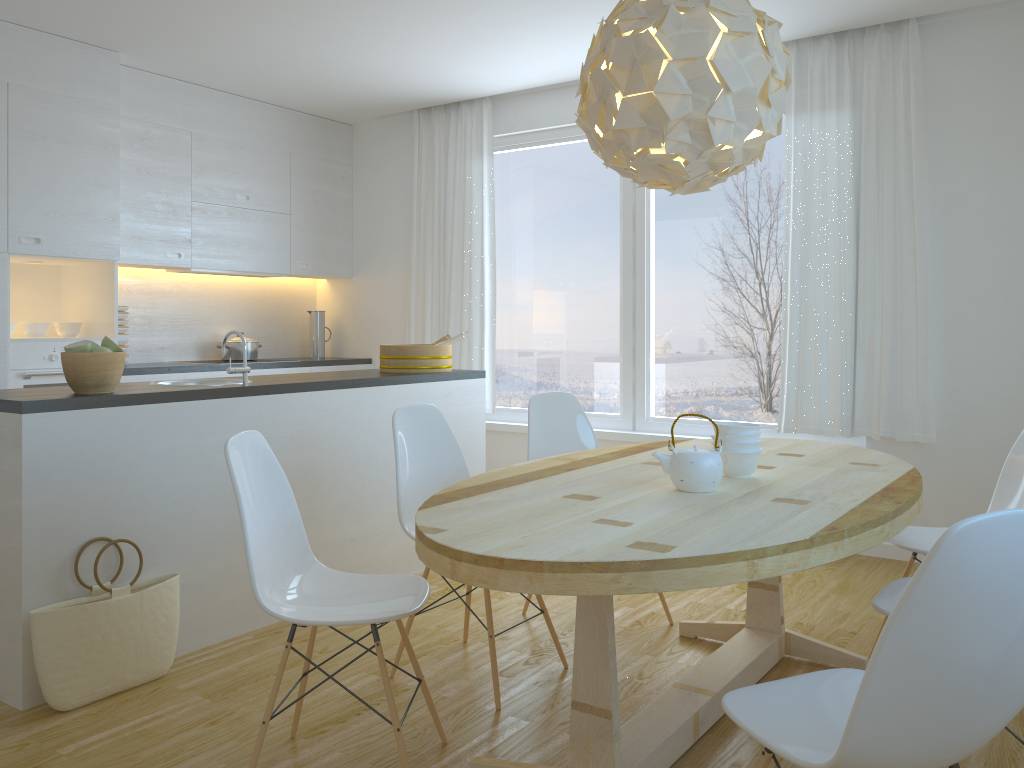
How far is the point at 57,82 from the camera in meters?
4.6 m

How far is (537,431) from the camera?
Result: 3.71m

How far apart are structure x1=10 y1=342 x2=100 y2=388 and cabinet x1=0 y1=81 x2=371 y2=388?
0.1m

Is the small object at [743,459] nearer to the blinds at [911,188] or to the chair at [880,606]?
the chair at [880,606]

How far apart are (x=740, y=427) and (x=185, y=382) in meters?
2.4

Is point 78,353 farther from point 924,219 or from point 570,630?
point 924,219

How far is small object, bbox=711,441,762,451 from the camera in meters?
2.6

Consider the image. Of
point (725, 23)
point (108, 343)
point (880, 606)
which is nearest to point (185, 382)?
point (108, 343)

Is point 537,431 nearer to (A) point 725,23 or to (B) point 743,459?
(B) point 743,459

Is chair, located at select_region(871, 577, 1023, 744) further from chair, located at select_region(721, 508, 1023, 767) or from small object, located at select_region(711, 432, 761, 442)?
small object, located at select_region(711, 432, 761, 442)
